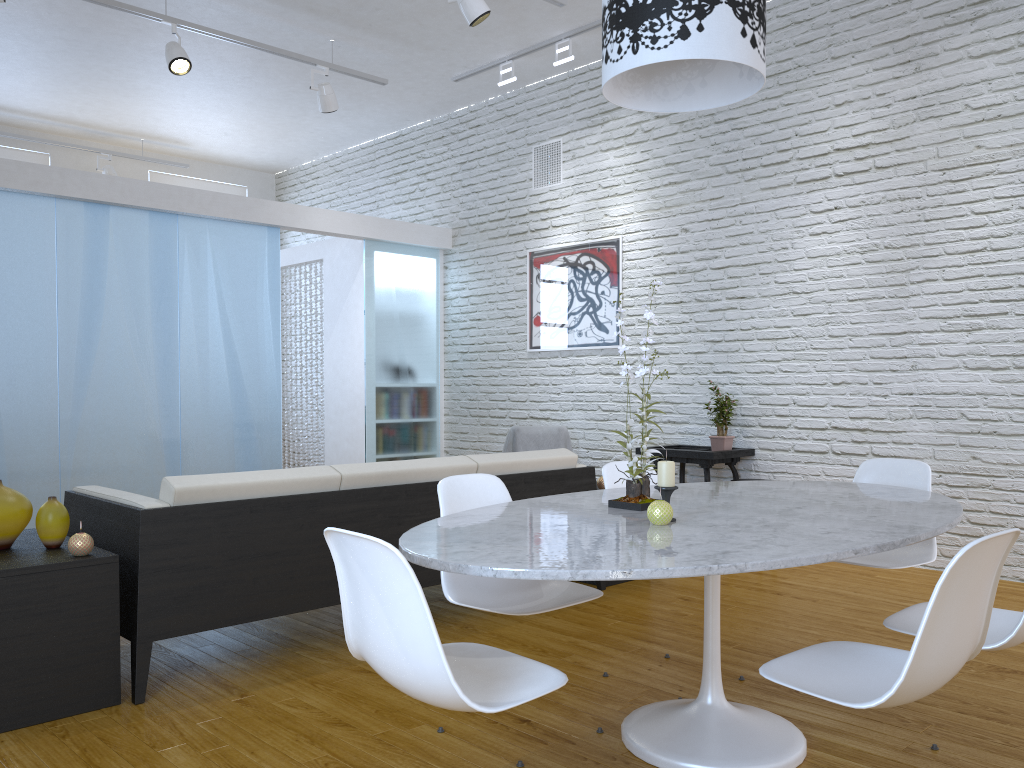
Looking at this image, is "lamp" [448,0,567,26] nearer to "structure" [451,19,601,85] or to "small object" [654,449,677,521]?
"structure" [451,19,601,85]

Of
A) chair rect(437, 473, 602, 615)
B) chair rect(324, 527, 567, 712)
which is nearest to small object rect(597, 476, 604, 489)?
chair rect(437, 473, 602, 615)

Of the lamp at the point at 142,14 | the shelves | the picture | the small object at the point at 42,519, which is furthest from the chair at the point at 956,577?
the lamp at the point at 142,14

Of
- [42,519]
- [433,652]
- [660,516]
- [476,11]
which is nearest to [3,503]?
[42,519]

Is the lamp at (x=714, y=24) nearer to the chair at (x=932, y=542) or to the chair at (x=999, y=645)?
the chair at (x=999, y=645)

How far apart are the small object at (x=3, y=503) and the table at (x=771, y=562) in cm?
143

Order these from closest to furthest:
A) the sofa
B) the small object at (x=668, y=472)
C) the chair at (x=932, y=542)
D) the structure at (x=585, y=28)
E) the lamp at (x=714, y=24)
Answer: the lamp at (x=714, y=24) → the small object at (x=668, y=472) → the sofa → the chair at (x=932, y=542) → the structure at (x=585, y=28)

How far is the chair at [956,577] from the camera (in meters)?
1.53

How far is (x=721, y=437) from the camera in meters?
5.3 m

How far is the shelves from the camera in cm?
245
